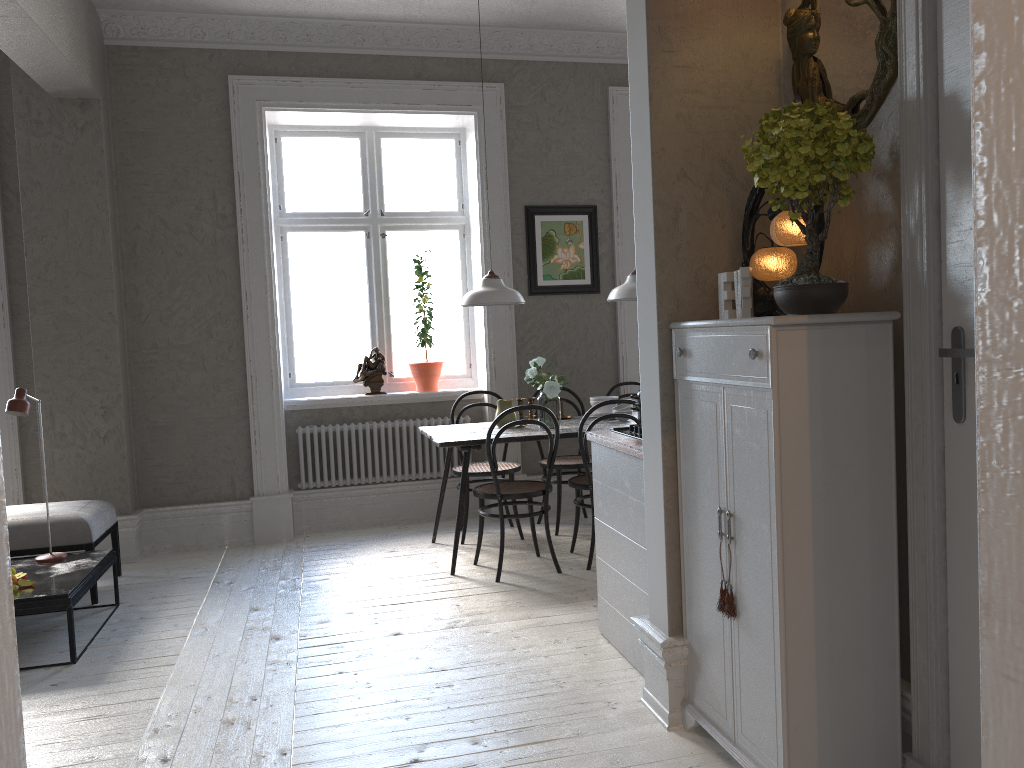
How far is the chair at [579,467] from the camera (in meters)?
5.55

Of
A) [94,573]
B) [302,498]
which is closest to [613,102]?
[302,498]

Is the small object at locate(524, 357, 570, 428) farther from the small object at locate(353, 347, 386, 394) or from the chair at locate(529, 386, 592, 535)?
the small object at locate(353, 347, 386, 394)

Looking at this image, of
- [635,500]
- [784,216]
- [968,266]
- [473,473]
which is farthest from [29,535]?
[968,266]

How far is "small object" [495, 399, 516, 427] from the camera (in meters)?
5.21

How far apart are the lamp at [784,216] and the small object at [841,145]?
0.0m

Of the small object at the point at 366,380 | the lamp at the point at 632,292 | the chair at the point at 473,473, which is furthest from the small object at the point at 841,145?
the small object at the point at 366,380

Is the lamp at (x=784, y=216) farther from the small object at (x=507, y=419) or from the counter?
the small object at (x=507, y=419)

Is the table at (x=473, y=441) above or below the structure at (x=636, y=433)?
below

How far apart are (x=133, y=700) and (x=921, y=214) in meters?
3.1 m
